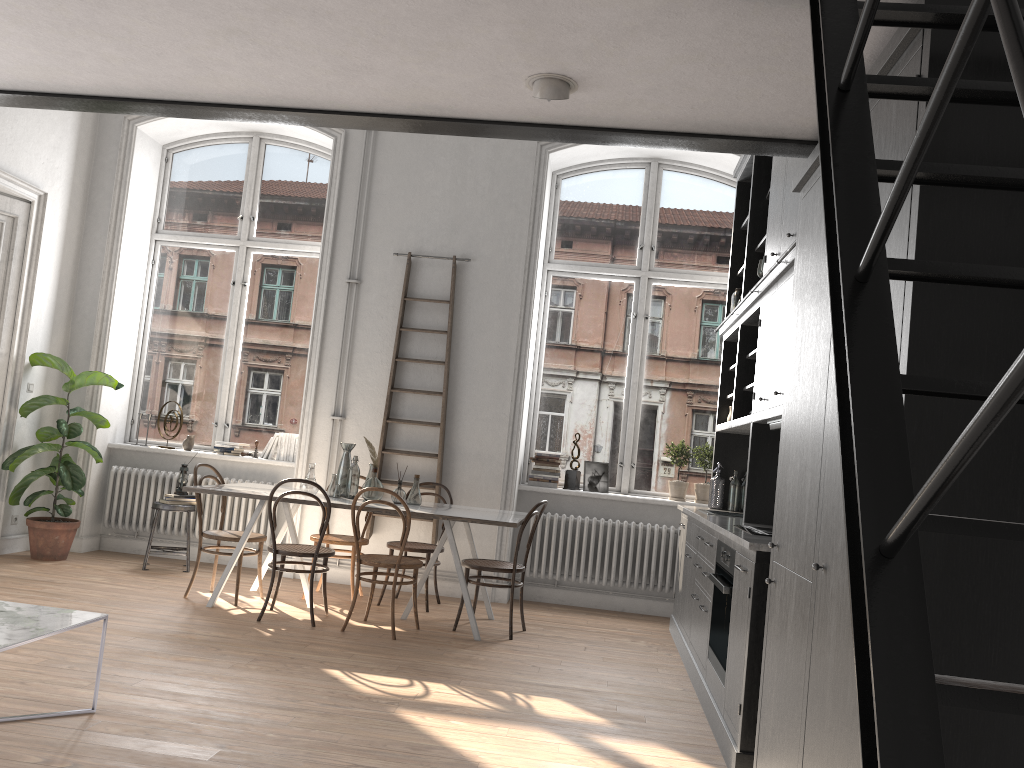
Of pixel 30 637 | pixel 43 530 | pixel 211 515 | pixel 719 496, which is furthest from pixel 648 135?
pixel 43 530

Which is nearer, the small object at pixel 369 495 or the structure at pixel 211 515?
the small object at pixel 369 495

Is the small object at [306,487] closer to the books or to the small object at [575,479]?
the books

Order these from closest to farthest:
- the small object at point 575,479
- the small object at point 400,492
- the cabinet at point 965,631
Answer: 1. the cabinet at point 965,631
2. the small object at point 400,492
3. the small object at point 575,479

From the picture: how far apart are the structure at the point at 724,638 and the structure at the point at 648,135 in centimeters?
185cm

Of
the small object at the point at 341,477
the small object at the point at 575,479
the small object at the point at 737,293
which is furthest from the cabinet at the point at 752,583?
the small object at the point at 341,477

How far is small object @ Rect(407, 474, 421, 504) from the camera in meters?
6.2

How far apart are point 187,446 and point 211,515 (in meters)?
0.70

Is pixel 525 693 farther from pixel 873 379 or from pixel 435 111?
pixel 873 379

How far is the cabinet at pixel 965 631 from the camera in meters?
1.9 m
